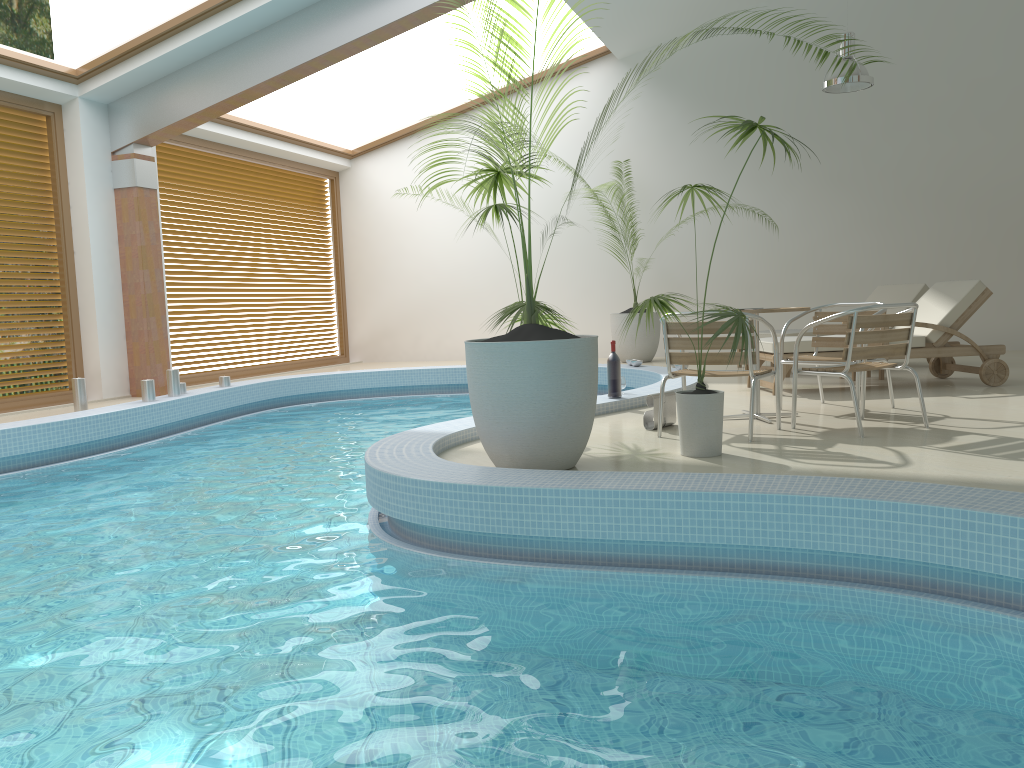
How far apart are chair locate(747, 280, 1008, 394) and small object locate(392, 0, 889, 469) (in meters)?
2.82

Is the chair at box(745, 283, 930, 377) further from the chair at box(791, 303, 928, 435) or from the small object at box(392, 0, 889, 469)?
the small object at box(392, 0, 889, 469)

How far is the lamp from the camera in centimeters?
895cm

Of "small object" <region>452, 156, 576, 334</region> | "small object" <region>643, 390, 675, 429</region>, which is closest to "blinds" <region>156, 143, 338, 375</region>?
"small object" <region>452, 156, 576, 334</region>

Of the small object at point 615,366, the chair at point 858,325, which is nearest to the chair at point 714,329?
the chair at point 858,325

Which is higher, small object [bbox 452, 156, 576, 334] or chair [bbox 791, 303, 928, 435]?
small object [bbox 452, 156, 576, 334]

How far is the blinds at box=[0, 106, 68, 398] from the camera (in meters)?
8.64

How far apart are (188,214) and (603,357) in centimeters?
589cm

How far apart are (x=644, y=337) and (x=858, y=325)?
6.4 meters

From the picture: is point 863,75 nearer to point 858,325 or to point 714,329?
point 858,325
